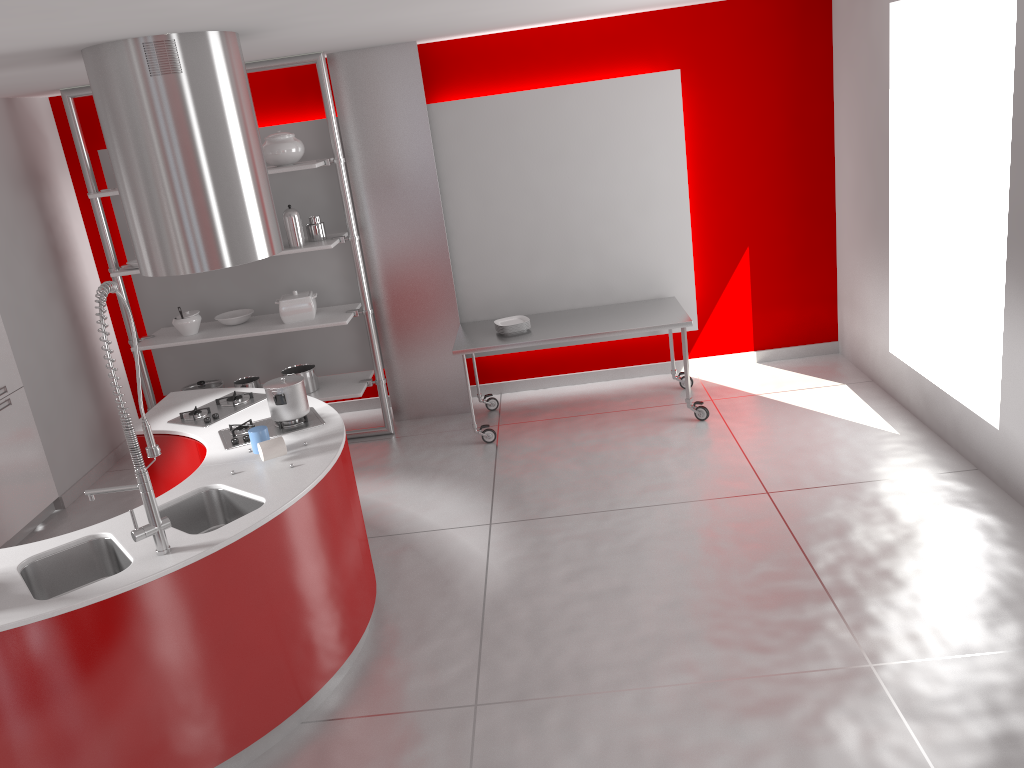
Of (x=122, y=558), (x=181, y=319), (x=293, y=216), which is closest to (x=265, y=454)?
(x=122, y=558)

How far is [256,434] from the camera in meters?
3.7 m

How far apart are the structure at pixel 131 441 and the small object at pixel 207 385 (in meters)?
3.42

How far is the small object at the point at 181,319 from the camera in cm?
599

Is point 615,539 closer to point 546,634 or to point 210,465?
point 546,634

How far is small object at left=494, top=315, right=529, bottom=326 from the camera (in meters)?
5.97

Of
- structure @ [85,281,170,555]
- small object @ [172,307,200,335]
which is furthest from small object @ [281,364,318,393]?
structure @ [85,281,170,555]

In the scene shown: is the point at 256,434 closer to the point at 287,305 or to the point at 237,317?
the point at 287,305

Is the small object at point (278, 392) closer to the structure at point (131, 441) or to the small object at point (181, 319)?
the structure at point (131, 441)

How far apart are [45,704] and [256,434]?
1.29m
